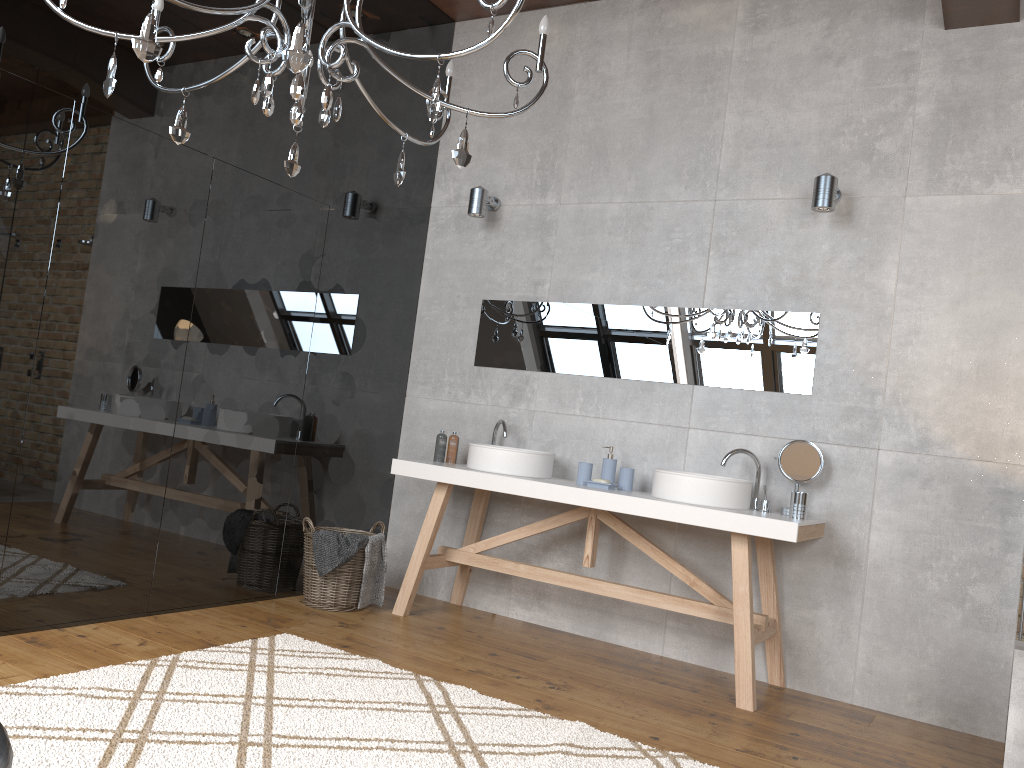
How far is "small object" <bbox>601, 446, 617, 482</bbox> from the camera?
4.29m

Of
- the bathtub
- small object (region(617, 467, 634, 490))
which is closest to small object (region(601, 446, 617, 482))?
small object (region(617, 467, 634, 490))

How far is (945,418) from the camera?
3.75m

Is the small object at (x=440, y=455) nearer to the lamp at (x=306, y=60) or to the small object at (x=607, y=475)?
the small object at (x=607, y=475)

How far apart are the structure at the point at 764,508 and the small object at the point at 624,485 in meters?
0.5 m

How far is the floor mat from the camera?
2.4m

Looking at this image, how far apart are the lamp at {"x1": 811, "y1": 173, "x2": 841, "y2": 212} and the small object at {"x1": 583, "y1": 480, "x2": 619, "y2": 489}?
1.5 meters

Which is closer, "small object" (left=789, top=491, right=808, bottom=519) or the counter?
the counter

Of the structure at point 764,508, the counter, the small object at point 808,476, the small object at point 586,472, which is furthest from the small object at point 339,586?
the small object at point 808,476

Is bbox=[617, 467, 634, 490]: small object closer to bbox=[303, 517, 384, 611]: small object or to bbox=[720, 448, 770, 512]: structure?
bbox=[720, 448, 770, 512]: structure
